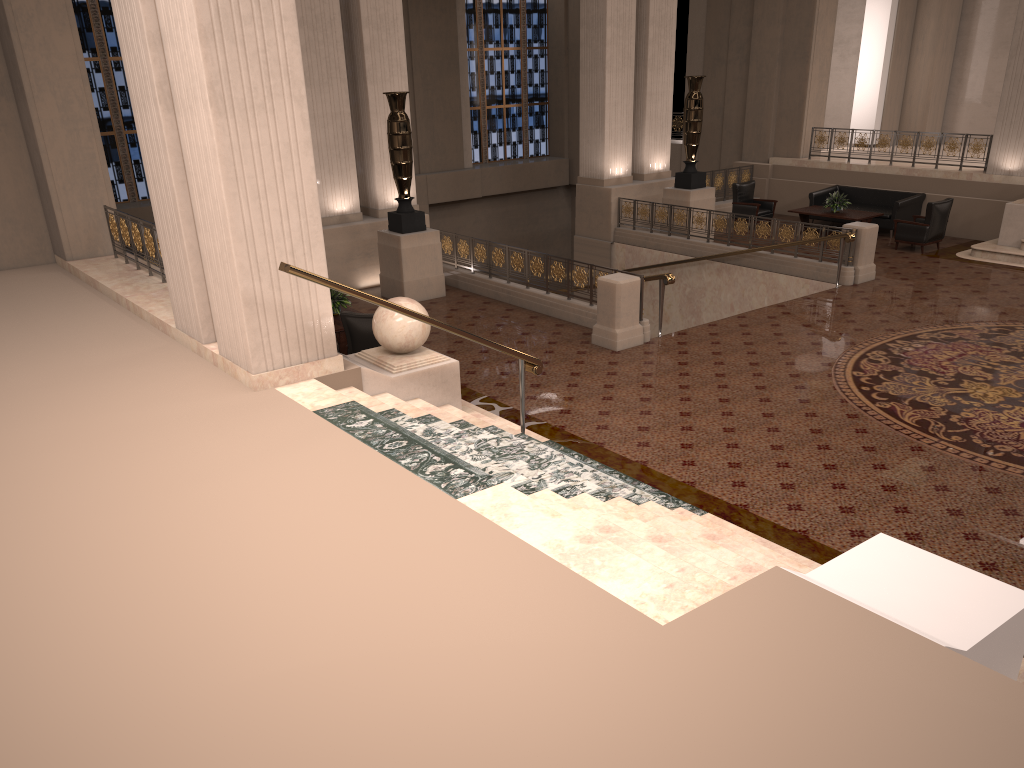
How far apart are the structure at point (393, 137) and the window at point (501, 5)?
11.31m

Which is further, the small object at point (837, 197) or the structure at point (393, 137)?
the small object at point (837, 197)

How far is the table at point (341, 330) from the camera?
10.2m

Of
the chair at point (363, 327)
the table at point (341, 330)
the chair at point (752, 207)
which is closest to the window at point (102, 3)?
the table at point (341, 330)

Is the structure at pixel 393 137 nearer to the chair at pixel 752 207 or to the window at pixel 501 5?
the chair at pixel 752 207

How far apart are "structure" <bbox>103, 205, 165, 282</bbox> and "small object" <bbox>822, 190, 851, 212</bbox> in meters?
12.1 m

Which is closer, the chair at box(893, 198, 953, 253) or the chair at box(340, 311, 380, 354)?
the chair at box(340, 311, 380, 354)

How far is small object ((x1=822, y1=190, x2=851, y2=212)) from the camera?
16.4m

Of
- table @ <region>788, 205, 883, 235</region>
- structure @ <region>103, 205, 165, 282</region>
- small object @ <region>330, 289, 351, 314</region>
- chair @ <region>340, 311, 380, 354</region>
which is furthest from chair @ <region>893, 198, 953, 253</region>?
structure @ <region>103, 205, 165, 282</region>

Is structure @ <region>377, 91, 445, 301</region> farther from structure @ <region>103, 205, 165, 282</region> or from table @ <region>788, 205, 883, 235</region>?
table @ <region>788, 205, 883, 235</region>
